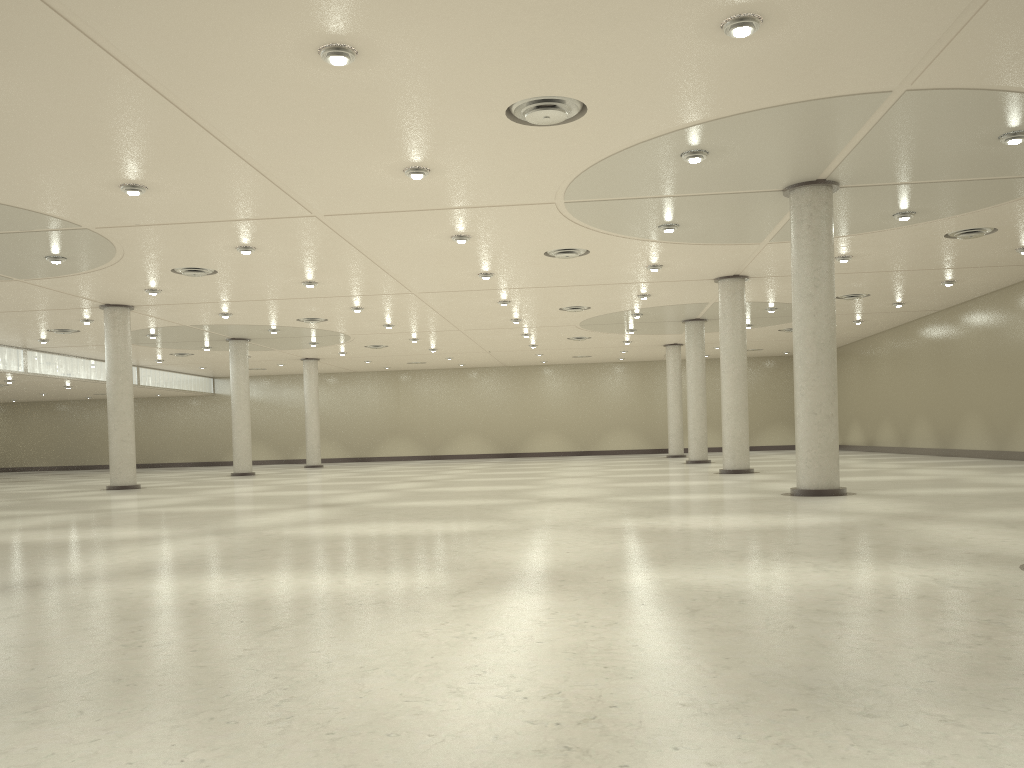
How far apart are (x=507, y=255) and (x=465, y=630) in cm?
3828
